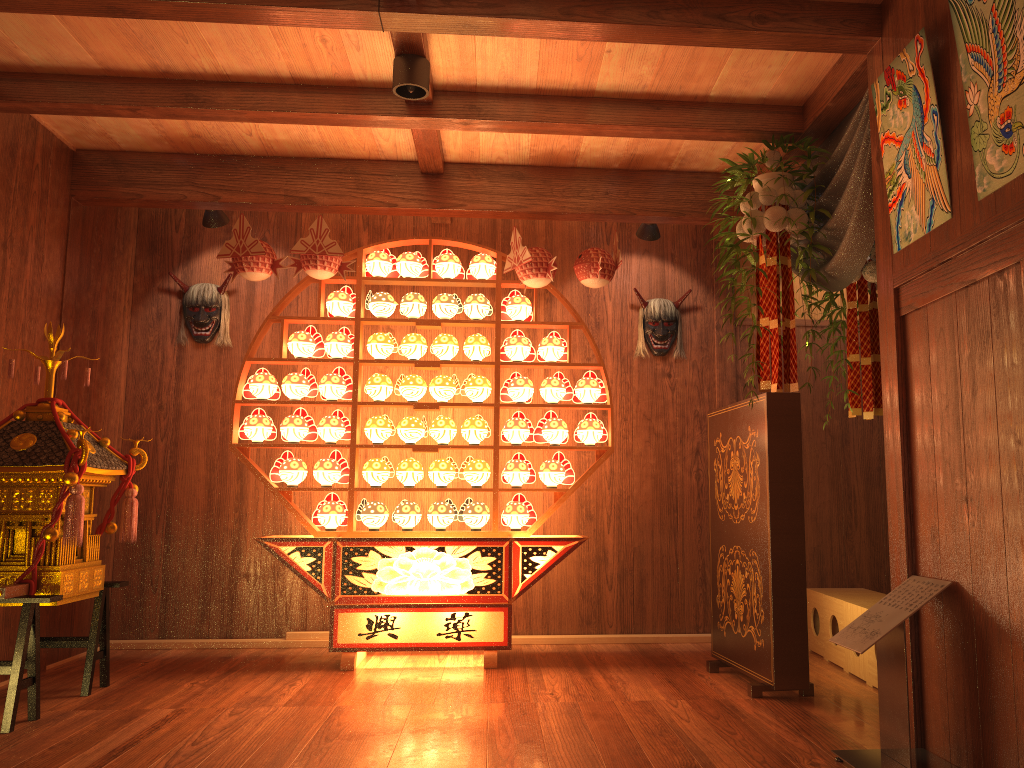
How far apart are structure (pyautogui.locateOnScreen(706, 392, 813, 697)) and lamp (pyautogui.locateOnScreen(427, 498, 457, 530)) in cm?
131

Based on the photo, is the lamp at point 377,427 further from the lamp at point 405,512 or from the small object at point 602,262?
the small object at point 602,262

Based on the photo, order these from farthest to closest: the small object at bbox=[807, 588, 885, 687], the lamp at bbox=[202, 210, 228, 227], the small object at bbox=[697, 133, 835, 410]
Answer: the lamp at bbox=[202, 210, 228, 227] → the small object at bbox=[807, 588, 885, 687] → the small object at bbox=[697, 133, 835, 410]

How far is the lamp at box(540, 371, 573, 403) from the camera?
4.6 meters

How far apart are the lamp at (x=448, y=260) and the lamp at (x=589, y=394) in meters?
0.9 m

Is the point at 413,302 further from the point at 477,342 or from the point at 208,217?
the point at 208,217

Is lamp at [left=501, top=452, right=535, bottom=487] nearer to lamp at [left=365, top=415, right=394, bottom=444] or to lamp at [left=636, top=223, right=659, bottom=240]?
lamp at [left=365, top=415, right=394, bottom=444]

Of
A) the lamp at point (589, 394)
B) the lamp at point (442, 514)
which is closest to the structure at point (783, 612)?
the lamp at point (589, 394)

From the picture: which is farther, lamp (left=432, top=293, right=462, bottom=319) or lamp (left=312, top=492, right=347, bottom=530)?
lamp (left=432, top=293, right=462, bottom=319)

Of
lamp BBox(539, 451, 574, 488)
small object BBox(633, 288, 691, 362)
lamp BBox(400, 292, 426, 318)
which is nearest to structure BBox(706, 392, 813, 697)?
lamp BBox(539, 451, 574, 488)
